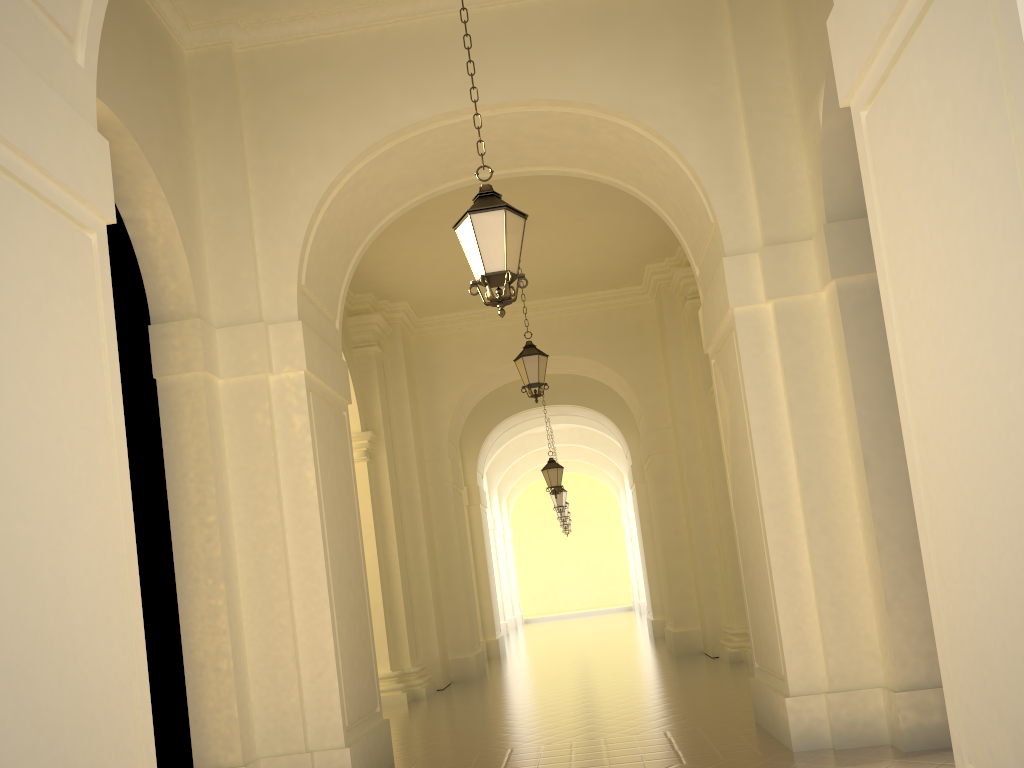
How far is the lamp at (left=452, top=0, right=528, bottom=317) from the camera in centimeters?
578cm

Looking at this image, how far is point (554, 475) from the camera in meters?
18.4

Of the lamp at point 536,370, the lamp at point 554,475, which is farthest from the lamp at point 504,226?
the lamp at point 554,475

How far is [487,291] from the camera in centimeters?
579cm

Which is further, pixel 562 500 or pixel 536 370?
pixel 562 500

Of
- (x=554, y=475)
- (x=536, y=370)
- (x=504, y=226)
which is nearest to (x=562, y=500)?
(x=554, y=475)

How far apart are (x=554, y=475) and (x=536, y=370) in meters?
6.5 m

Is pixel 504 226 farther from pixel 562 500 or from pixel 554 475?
pixel 562 500

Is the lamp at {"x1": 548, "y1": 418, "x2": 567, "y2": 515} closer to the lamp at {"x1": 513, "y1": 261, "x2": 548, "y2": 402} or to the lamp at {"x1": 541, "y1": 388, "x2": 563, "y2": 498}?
the lamp at {"x1": 541, "y1": 388, "x2": 563, "y2": 498}

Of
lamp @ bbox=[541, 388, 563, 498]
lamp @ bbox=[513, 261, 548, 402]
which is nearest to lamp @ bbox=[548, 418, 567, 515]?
lamp @ bbox=[541, 388, 563, 498]
